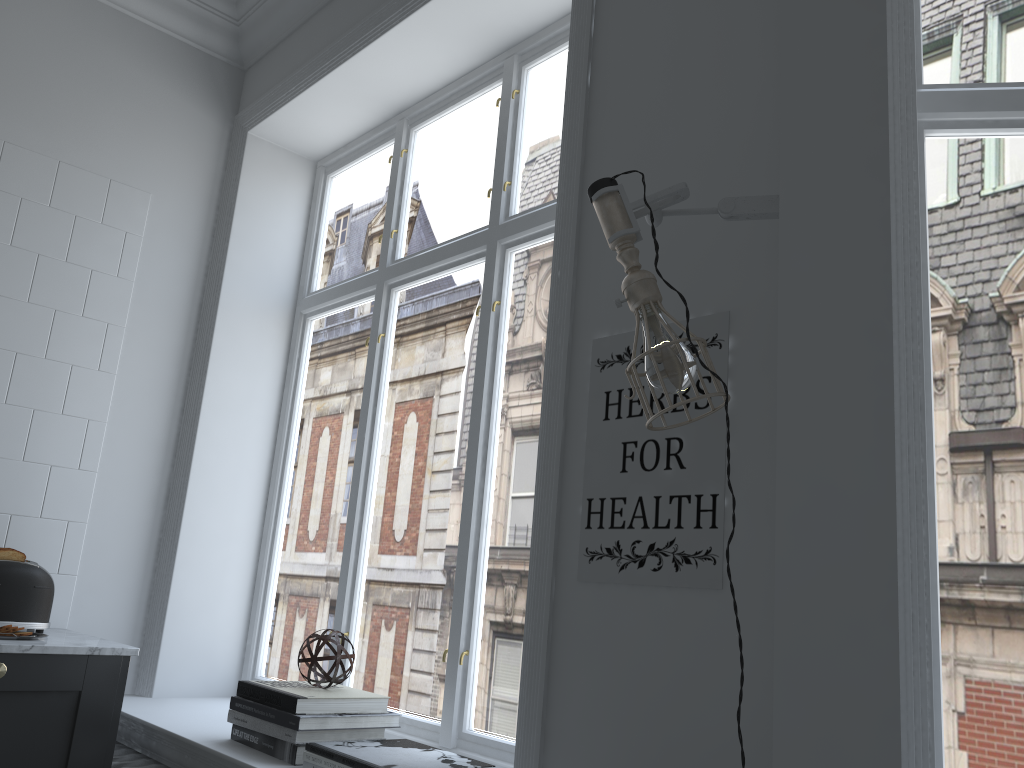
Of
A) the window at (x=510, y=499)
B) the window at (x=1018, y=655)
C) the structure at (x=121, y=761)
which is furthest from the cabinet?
the window at (x=1018, y=655)

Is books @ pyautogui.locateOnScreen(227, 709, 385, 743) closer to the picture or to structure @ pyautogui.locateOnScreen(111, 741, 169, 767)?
structure @ pyautogui.locateOnScreen(111, 741, 169, 767)

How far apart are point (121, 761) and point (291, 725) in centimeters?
72cm

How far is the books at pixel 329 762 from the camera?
1.90m

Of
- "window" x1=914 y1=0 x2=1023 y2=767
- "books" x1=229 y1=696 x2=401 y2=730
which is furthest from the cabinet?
"window" x1=914 y1=0 x2=1023 y2=767

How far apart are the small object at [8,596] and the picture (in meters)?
1.78

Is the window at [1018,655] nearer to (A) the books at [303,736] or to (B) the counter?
(A) the books at [303,736]

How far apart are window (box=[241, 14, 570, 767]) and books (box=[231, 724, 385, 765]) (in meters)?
0.39

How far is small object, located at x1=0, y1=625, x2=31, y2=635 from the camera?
2.3 meters

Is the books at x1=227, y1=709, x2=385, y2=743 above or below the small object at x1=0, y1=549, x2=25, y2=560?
below
